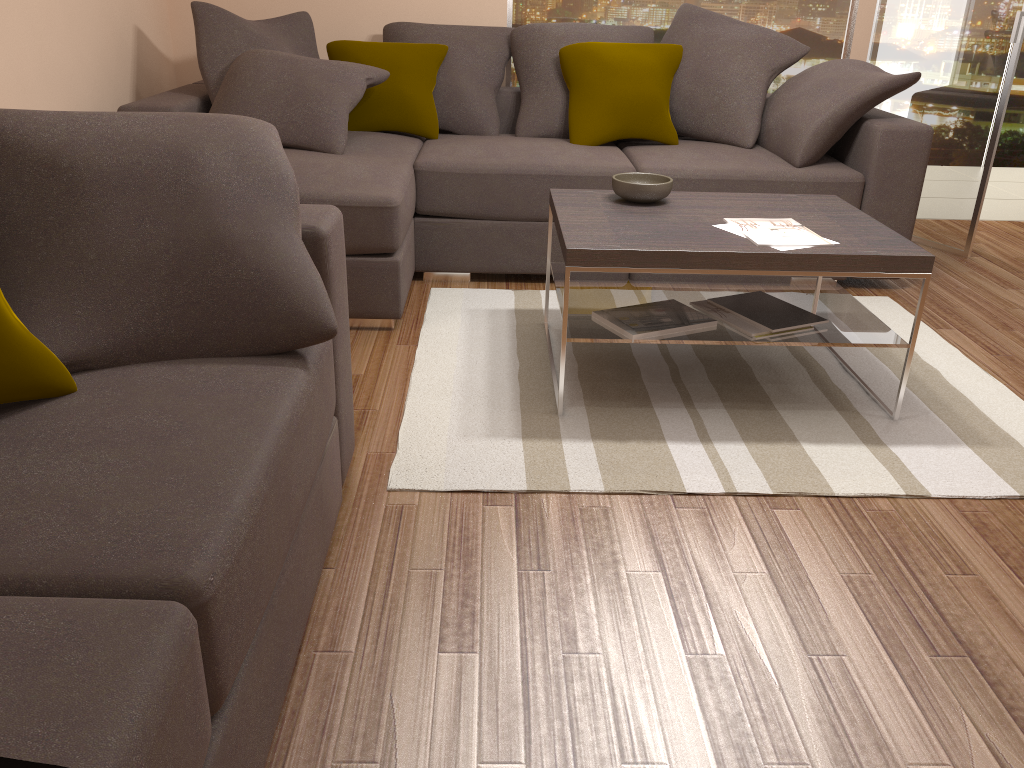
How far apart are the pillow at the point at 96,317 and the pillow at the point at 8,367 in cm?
7

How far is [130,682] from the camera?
1.0m

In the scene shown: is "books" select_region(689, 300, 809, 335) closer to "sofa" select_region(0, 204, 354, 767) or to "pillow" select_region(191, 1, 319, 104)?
"sofa" select_region(0, 204, 354, 767)

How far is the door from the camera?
4.4m

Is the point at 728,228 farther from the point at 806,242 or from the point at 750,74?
the point at 750,74

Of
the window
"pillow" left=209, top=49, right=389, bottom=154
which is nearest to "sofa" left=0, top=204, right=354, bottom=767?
"pillow" left=209, top=49, right=389, bottom=154

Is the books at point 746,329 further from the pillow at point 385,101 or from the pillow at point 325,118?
the pillow at point 385,101

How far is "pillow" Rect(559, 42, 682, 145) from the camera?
4.3m

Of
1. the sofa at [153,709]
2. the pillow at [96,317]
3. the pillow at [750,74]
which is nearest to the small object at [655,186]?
the pillow at [750,74]

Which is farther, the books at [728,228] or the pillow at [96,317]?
the books at [728,228]
